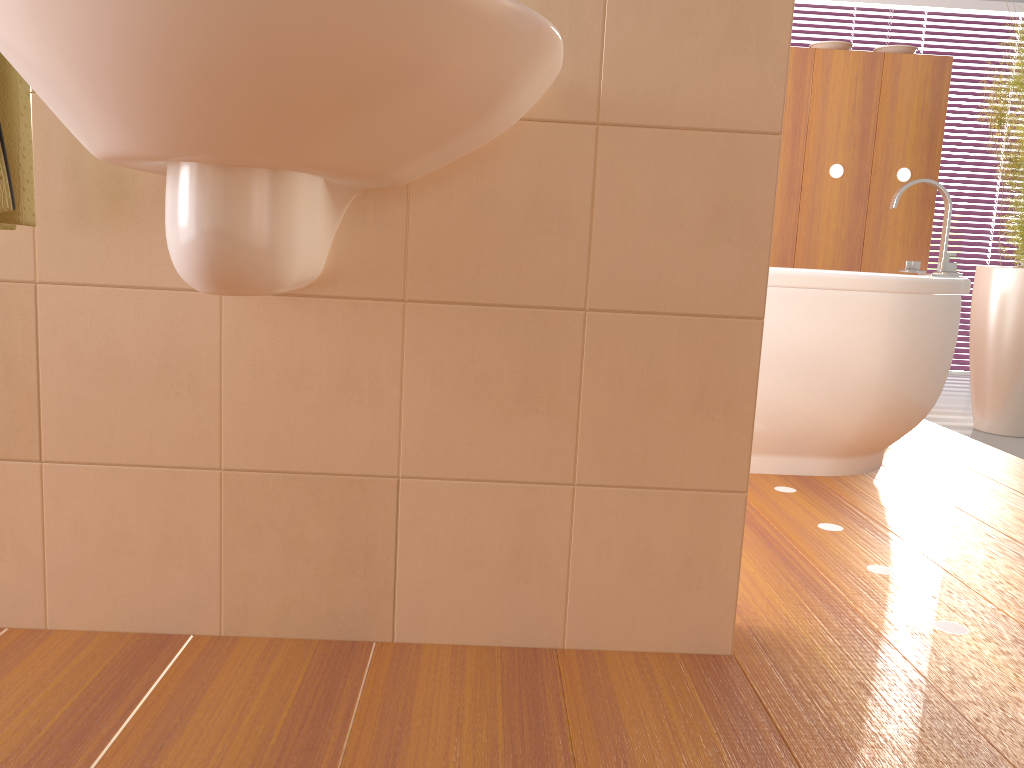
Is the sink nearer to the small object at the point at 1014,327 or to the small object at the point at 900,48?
the small object at the point at 1014,327

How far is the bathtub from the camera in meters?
2.4 m

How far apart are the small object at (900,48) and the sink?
3.1 meters

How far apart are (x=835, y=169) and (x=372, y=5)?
3.23m

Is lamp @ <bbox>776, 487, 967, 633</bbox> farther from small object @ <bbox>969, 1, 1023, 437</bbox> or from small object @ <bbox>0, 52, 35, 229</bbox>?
small object @ <bbox>969, 1, 1023, 437</bbox>

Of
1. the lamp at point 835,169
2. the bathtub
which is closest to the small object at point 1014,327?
the lamp at point 835,169

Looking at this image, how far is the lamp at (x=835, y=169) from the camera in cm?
362

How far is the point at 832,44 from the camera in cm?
360

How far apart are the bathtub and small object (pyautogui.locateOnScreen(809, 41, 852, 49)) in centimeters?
106cm

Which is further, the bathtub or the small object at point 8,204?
the bathtub
